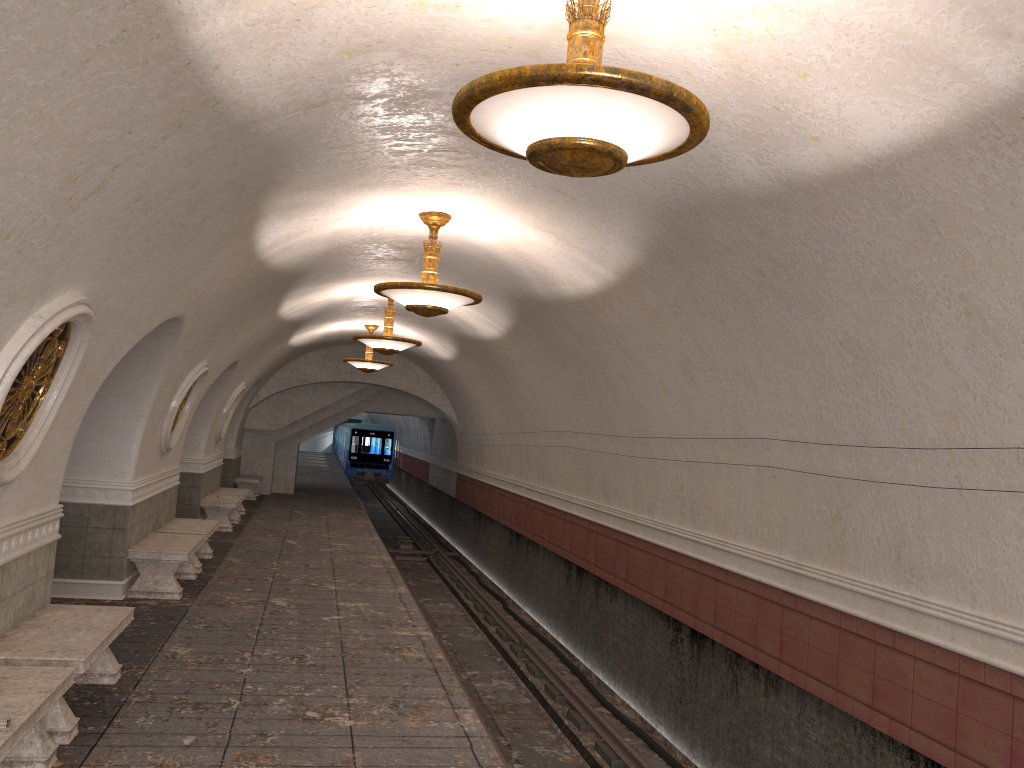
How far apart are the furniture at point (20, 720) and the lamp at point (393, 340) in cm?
780

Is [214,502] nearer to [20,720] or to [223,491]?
[223,491]

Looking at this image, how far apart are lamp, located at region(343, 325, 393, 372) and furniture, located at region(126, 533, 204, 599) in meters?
7.0

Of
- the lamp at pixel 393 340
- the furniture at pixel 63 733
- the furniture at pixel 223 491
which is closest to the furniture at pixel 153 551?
the furniture at pixel 63 733

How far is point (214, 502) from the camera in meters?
15.2

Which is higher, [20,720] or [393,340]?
[393,340]

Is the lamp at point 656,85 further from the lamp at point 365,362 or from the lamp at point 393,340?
the lamp at point 365,362

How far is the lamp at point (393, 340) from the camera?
12.48m

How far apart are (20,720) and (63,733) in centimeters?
122cm

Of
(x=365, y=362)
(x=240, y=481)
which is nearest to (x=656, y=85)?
(x=365, y=362)
